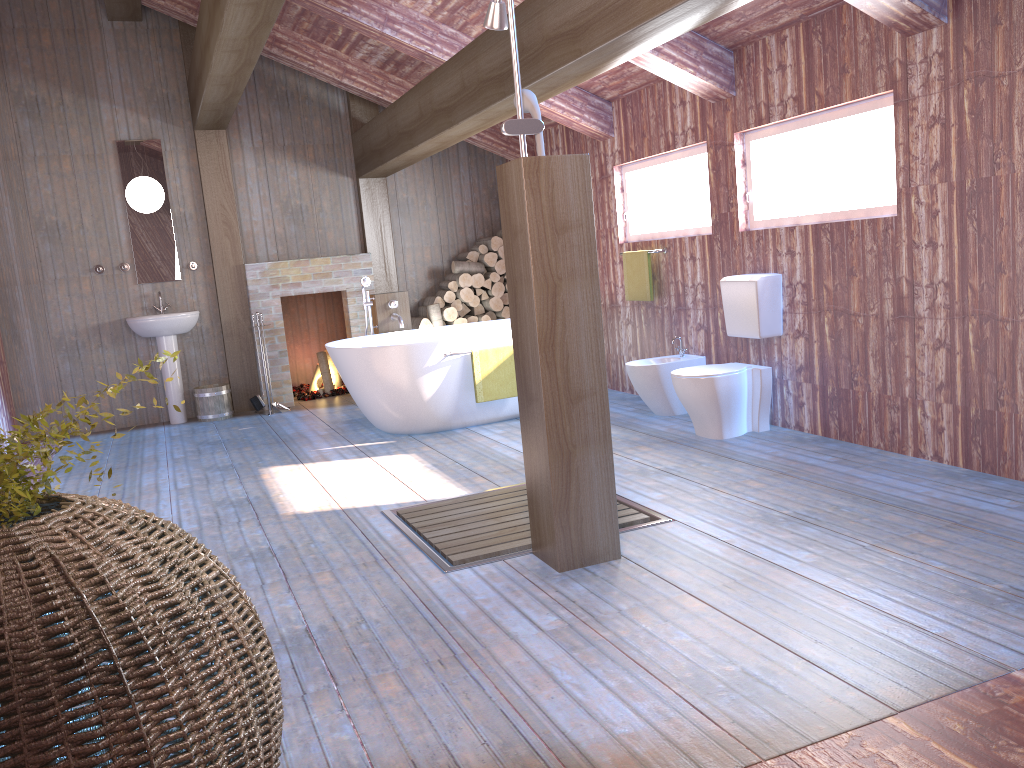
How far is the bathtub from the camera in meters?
5.8 m

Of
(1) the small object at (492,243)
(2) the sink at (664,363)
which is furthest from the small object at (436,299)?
(2) the sink at (664,363)

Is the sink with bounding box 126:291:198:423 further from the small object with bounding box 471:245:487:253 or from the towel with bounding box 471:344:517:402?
the towel with bounding box 471:344:517:402

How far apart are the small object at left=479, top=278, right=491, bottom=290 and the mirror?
2.7m

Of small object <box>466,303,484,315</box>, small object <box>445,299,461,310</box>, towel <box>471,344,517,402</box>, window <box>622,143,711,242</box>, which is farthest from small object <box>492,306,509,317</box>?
towel <box>471,344,517,402</box>

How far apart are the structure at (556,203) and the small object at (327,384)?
5.4m

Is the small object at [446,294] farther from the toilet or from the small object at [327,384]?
the toilet

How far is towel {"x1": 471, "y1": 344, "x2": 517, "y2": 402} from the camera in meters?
5.9 m

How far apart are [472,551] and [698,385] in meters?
2.0

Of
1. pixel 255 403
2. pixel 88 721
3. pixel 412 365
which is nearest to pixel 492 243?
pixel 255 403
